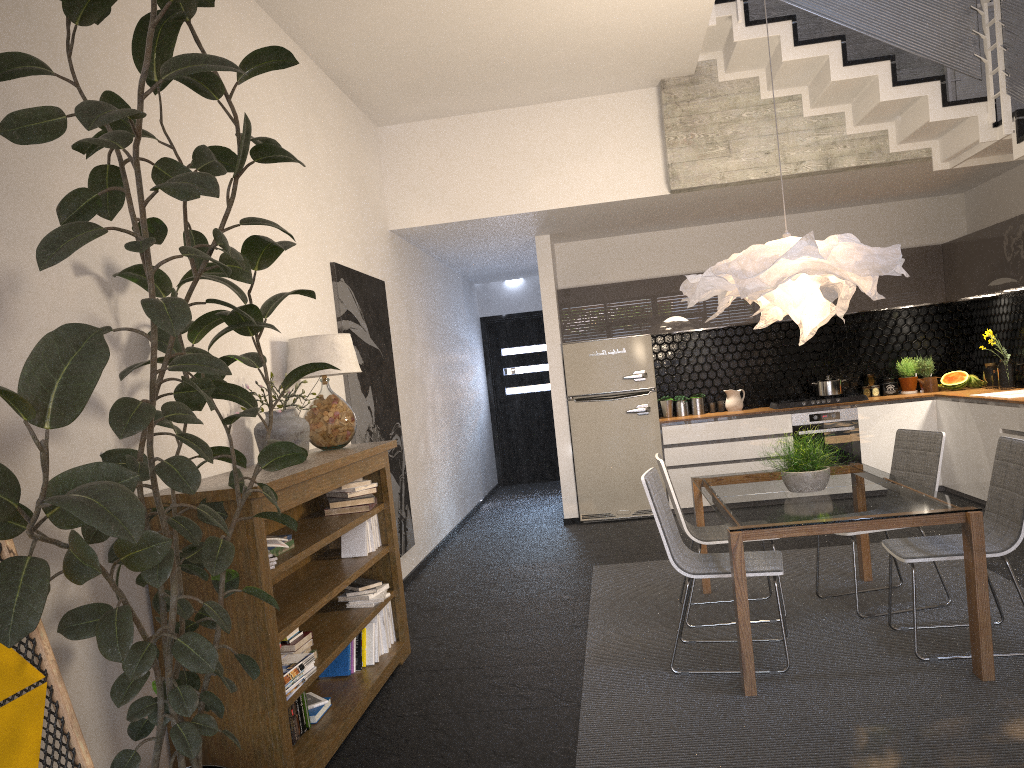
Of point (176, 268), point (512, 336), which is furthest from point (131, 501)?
point (512, 336)

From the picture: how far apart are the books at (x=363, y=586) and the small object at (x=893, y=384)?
5.9 meters

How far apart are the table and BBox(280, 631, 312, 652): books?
1.76m

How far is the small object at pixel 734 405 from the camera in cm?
860

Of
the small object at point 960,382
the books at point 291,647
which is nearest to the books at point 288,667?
the books at point 291,647

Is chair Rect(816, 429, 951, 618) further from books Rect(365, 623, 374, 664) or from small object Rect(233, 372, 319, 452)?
small object Rect(233, 372, 319, 452)

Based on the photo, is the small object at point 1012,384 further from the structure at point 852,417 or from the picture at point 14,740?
the picture at point 14,740

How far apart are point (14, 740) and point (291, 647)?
1.5 meters

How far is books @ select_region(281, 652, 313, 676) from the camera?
3.3m

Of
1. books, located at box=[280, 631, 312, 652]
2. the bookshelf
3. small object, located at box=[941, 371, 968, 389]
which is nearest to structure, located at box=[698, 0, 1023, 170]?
small object, located at box=[941, 371, 968, 389]
